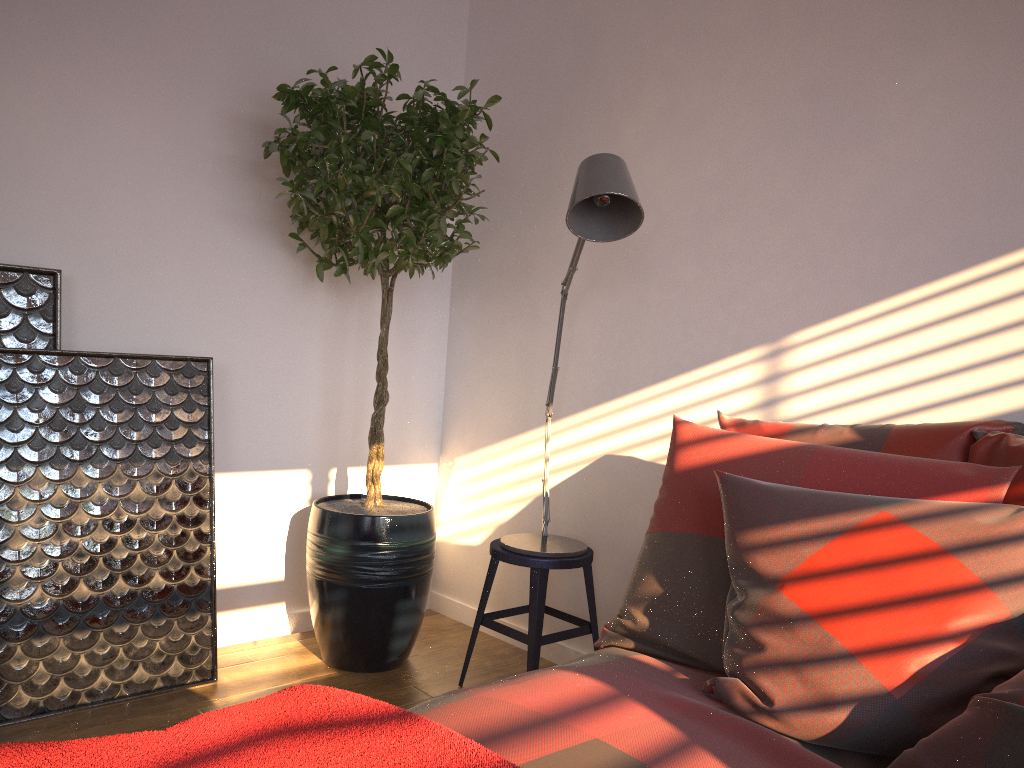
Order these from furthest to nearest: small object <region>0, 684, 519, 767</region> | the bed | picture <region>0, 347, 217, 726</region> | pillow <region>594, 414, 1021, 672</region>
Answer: picture <region>0, 347, 217, 726</region> → pillow <region>594, 414, 1021, 672</region> → the bed → small object <region>0, 684, 519, 767</region>

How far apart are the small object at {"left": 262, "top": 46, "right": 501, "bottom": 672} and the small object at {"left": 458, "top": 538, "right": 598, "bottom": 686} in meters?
0.2

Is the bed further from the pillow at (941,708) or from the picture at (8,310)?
the picture at (8,310)

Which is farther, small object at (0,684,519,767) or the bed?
the bed

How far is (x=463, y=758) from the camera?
1.0 meters

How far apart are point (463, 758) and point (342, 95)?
2.2m

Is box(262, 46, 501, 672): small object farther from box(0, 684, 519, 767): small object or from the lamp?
box(0, 684, 519, 767): small object

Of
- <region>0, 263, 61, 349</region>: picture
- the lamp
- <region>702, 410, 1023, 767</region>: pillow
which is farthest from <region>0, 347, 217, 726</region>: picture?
<region>702, 410, 1023, 767</region>: pillow

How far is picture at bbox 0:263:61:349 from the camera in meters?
2.5

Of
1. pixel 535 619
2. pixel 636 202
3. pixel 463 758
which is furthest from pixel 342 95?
pixel 463 758
